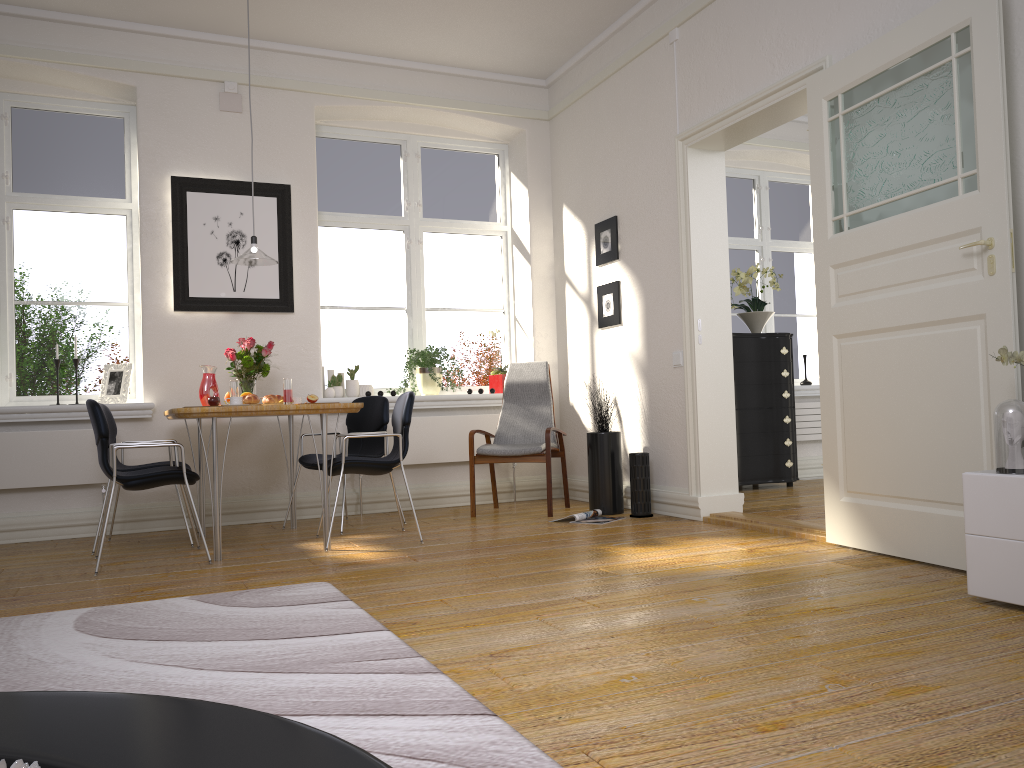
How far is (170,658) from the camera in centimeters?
253cm

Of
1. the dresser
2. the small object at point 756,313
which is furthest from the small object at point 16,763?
the small object at point 756,313

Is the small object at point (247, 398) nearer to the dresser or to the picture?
the picture

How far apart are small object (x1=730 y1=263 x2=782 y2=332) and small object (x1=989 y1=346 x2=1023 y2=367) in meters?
4.1 m

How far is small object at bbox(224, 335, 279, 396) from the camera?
5.3m

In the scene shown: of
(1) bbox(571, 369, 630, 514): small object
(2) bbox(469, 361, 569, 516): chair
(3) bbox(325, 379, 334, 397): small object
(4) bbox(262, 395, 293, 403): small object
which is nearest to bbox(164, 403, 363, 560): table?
(4) bbox(262, 395, 293, 403): small object

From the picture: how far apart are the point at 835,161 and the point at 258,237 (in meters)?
3.72

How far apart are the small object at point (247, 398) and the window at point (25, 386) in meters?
1.9 m

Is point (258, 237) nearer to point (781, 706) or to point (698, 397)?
point (698, 397)

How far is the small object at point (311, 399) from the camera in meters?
4.6
